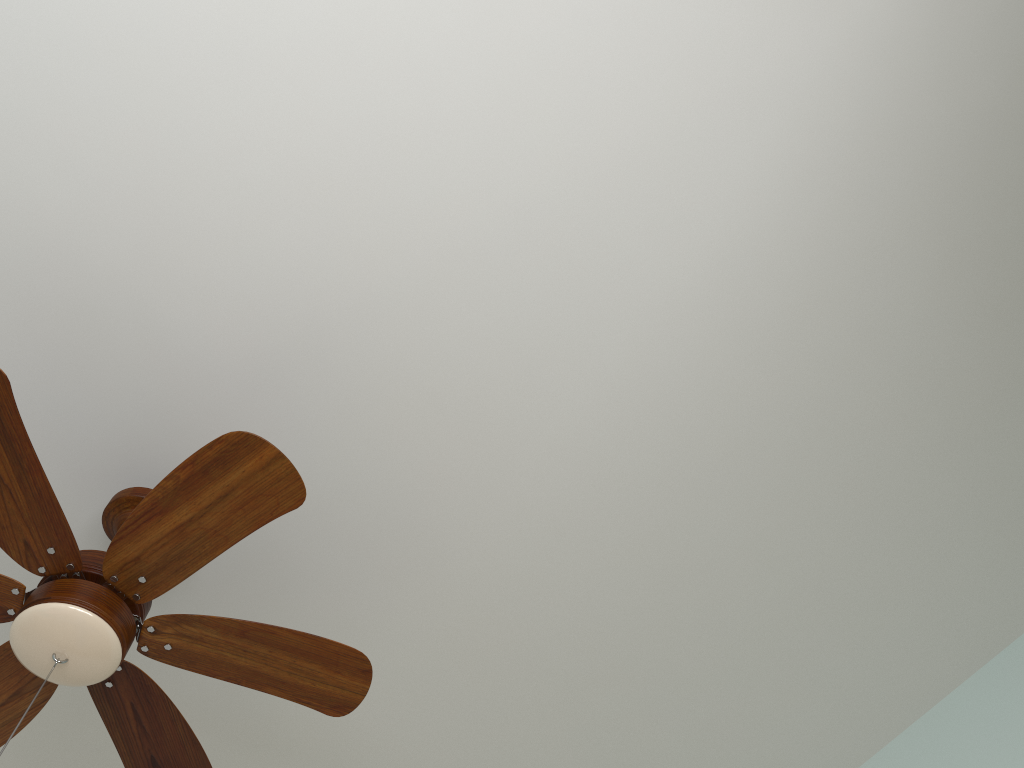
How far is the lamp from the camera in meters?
1.2 m

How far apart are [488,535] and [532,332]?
0.4 meters

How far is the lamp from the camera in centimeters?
125cm

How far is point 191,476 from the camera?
1.25m
